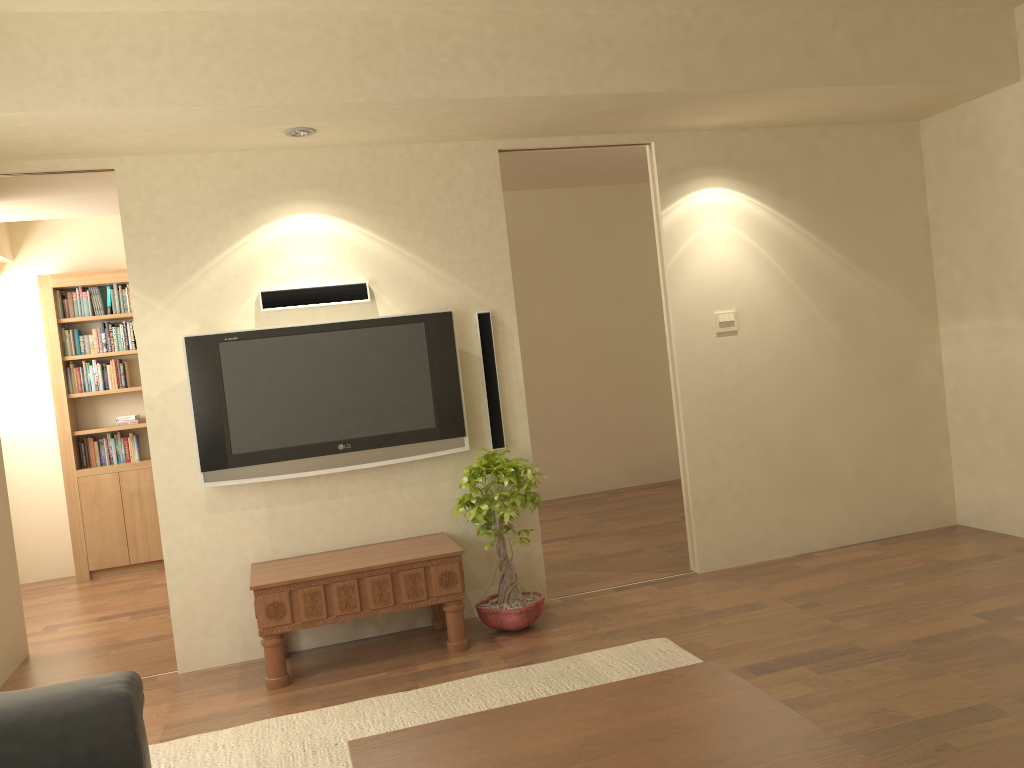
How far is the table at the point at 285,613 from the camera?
4.1m

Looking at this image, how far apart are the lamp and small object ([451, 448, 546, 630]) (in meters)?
1.81

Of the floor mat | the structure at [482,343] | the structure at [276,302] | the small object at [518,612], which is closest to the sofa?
the floor mat

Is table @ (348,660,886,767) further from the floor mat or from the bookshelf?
the bookshelf

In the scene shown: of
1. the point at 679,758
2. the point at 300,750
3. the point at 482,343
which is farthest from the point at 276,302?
the point at 679,758

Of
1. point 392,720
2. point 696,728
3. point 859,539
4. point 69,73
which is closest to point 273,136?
point 69,73

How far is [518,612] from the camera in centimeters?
444cm

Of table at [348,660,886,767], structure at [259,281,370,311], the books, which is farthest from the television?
the books

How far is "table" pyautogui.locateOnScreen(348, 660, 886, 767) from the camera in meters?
2.0

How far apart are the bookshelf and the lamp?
3.49m
